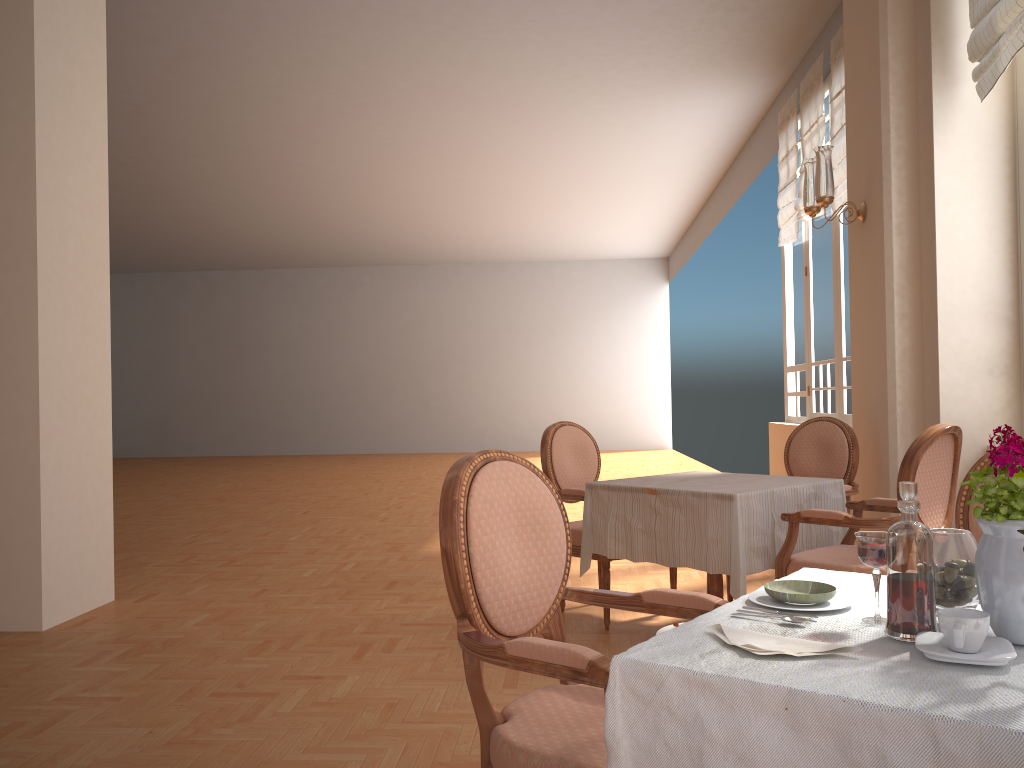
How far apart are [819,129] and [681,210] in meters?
7.1

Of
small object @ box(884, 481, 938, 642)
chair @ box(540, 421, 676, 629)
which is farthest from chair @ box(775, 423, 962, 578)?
small object @ box(884, 481, 938, 642)

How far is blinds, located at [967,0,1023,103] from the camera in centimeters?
352cm

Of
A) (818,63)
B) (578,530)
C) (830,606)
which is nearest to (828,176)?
(578,530)

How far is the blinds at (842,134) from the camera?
6.2 meters

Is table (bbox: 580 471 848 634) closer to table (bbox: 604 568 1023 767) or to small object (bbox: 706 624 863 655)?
table (bbox: 604 568 1023 767)

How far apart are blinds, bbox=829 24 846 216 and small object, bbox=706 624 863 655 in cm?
554

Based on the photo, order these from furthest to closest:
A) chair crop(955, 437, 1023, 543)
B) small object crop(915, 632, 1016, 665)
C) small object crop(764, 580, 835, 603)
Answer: chair crop(955, 437, 1023, 543) < small object crop(764, 580, 835, 603) < small object crop(915, 632, 1016, 665)

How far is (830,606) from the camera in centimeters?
146cm

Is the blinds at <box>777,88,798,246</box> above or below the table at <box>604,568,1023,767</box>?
above
